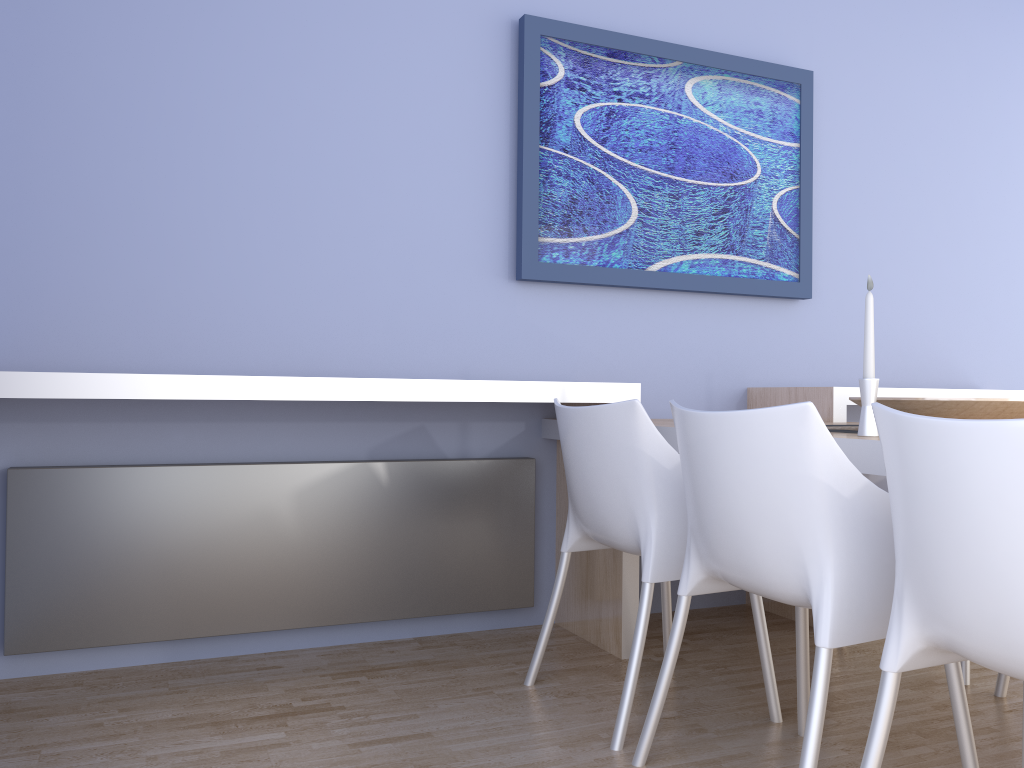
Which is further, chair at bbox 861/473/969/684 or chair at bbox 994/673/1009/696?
chair at bbox 861/473/969/684

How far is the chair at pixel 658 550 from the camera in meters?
2.1

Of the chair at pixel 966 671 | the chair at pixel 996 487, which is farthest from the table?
the chair at pixel 966 671

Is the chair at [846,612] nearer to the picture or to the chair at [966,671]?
the chair at [966,671]

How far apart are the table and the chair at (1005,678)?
1.0m

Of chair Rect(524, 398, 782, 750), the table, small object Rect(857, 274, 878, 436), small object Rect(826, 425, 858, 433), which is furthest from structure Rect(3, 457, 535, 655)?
small object Rect(857, 274, 878, 436)

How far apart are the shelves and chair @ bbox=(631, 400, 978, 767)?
0.7m

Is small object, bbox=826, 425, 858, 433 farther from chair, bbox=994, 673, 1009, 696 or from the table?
chair, bbox=994, 673, 1009, 696

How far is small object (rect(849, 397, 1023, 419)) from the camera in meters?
1.9

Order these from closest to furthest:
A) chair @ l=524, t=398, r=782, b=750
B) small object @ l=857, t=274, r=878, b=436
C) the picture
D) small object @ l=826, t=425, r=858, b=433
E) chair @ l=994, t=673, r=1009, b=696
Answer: small object @ l=857, t=274, r=878, b=436, chair @ l=524, t=398, r=782, b=750, small object @ l=826, t=425, r=858, b=433, chair @ l=994, t=673, r=1009, b=696, the picture
